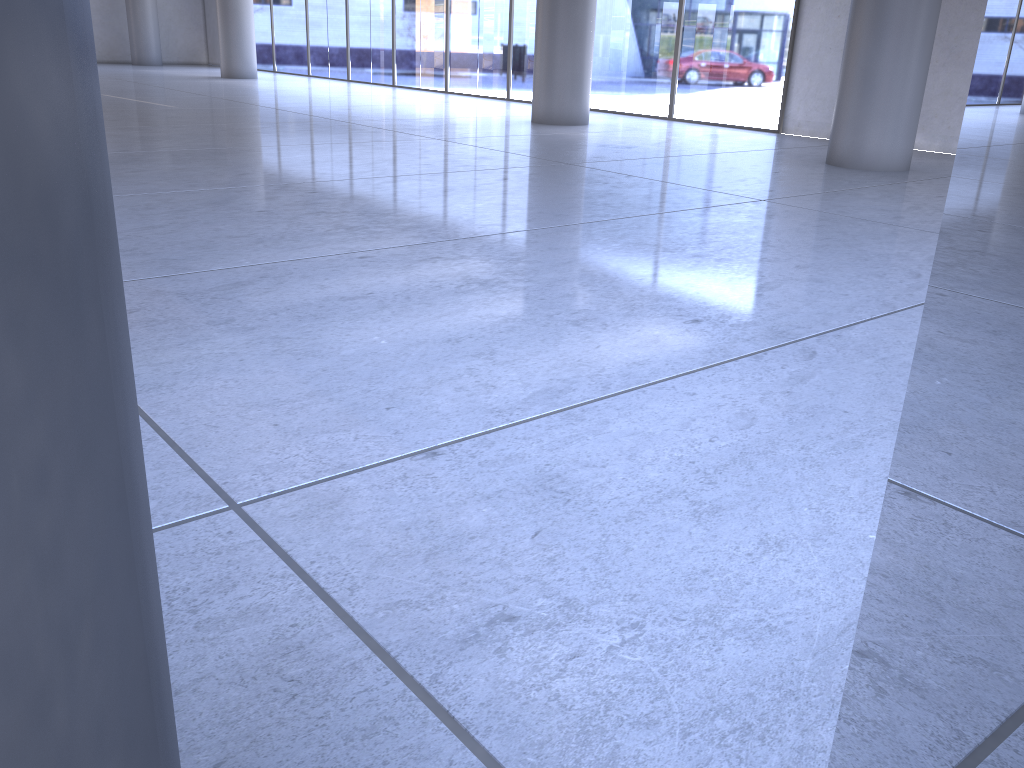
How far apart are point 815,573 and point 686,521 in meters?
0.3 m

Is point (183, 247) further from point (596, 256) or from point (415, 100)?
point (415, 100)
